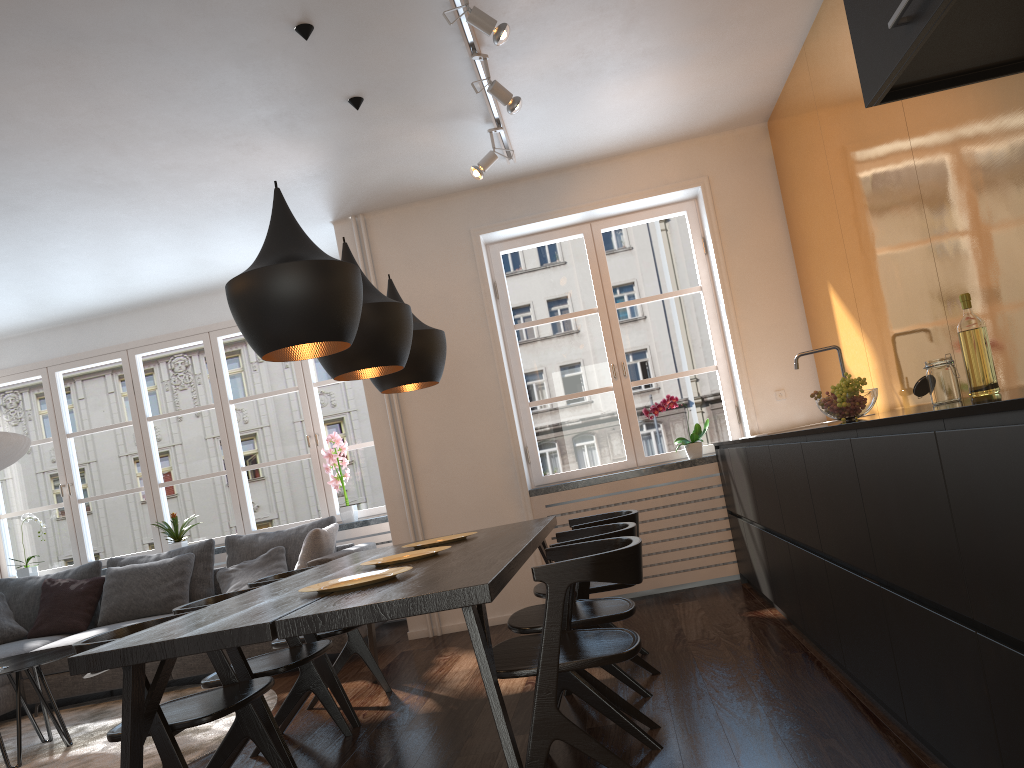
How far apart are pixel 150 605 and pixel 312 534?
1.4 meters

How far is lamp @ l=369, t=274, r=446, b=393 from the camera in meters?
4.0

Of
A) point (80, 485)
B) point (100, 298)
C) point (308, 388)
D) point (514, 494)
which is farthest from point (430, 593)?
point (80, 485)

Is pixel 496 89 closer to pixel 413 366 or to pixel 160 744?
pixel 413 366

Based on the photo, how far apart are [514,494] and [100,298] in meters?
3.5

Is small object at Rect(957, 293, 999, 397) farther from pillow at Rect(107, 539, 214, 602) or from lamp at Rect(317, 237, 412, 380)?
pillow at Rect(107, 539, 214, 602)

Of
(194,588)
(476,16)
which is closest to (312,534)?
(194,588)

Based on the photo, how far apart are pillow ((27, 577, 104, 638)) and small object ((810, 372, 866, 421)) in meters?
5.2 m

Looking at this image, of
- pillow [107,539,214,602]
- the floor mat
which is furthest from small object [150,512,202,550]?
the floor mat

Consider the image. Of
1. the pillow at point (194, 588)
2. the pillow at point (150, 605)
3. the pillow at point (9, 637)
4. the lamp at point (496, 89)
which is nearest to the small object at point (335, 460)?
the pillow at point (194, 588)
